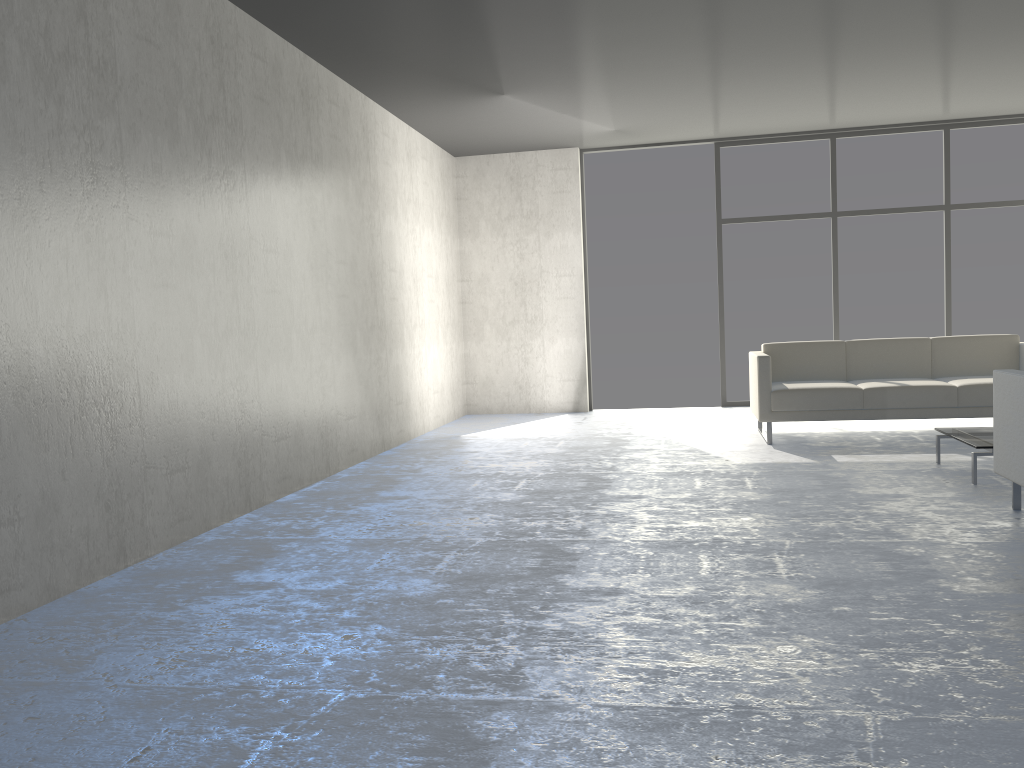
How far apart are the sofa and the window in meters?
1.9 m

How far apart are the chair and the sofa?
2.01m

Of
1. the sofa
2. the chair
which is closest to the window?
the sofa

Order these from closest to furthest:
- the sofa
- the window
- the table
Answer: the table
the sofa
the window

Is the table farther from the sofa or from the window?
the window

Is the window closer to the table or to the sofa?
the sofa

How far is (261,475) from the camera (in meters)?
4.51

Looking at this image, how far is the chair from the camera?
3.46m

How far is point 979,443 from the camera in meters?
4.3

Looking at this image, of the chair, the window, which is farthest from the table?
the window
